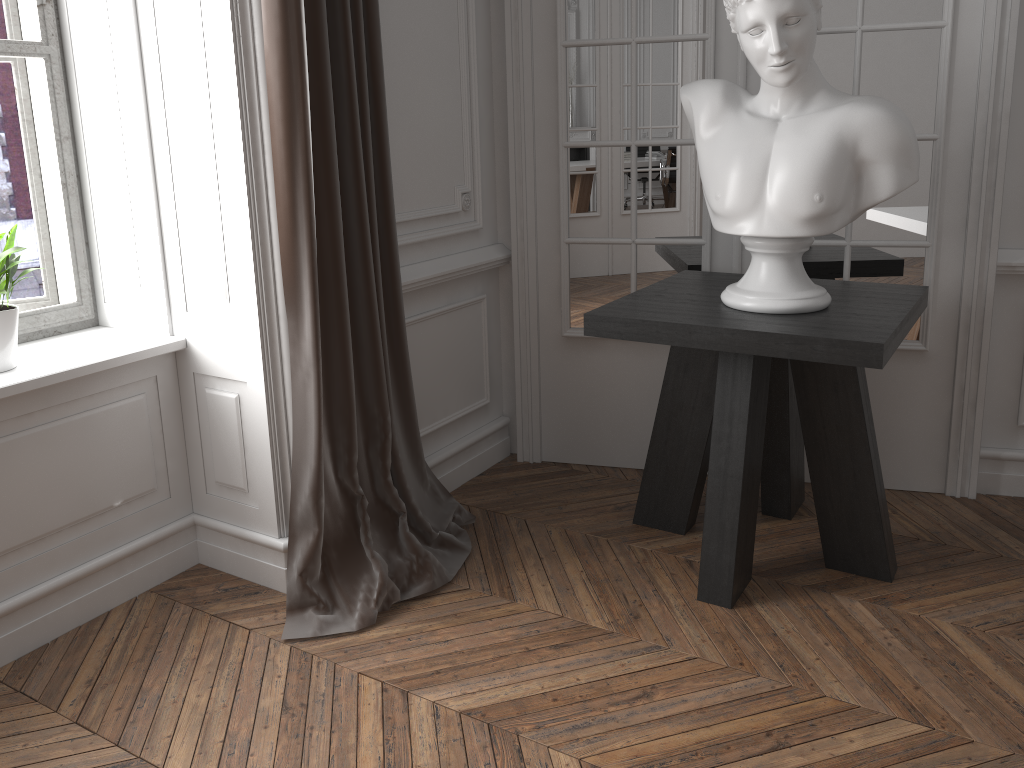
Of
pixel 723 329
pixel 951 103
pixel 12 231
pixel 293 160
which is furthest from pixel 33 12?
pixel 951 103

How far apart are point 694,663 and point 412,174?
1.6m

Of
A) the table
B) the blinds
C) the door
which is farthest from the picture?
the table

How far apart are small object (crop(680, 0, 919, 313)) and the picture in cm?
171

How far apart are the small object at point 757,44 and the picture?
1.7m

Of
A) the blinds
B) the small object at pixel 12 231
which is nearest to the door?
the blinds

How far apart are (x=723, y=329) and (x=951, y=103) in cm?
118

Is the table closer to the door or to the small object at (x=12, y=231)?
the door

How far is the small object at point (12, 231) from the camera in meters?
2.1 m

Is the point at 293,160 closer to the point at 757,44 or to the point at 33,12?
the point at 33,12
